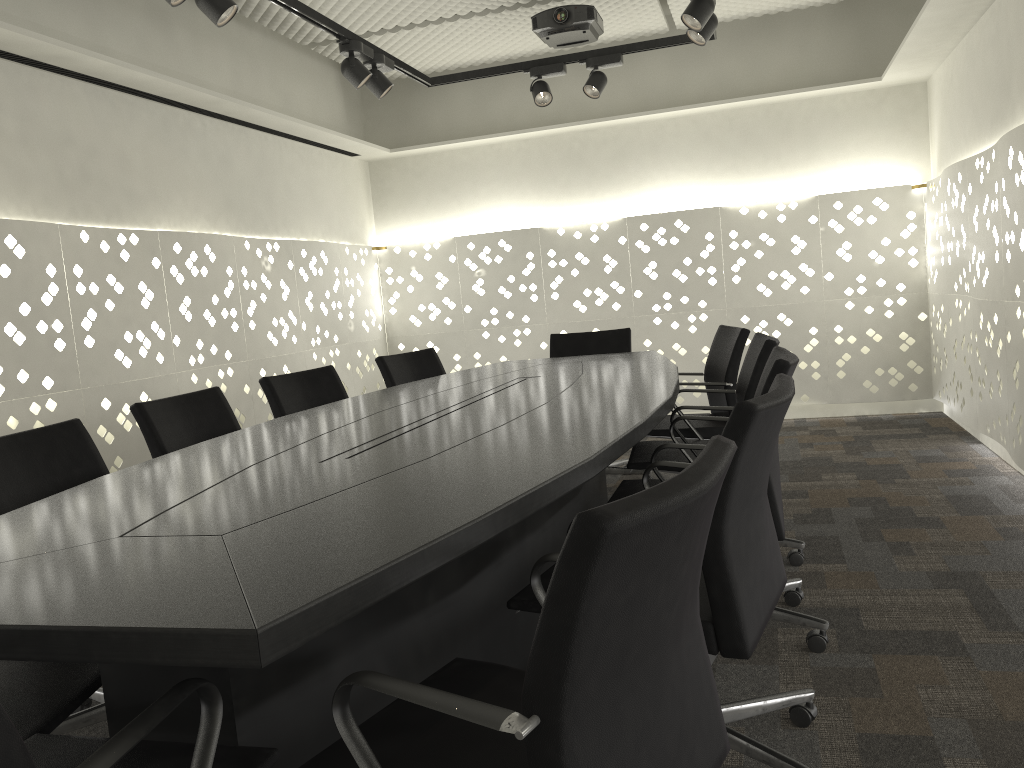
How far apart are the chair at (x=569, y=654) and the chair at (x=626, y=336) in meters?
2.9 m

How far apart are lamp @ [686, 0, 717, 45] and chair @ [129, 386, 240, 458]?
2.3m

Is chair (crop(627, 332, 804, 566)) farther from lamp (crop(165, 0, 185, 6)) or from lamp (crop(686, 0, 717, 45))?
lamp (crop(165, 0, 185, 6))

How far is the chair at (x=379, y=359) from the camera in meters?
3.9 m

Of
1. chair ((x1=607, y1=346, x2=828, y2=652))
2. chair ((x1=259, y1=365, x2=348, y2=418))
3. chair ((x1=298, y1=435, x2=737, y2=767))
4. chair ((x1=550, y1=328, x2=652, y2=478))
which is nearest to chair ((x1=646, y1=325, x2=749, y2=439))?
chair ((x1=550, y1=328, x2=652, y2=478))

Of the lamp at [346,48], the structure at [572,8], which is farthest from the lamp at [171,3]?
the structure at [572,8]

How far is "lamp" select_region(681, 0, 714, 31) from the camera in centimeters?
324cm

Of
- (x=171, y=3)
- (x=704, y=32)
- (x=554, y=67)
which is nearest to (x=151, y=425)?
(x=171, y=3)

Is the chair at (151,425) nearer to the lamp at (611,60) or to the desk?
the desk

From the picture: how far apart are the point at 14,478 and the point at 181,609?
1.31m
